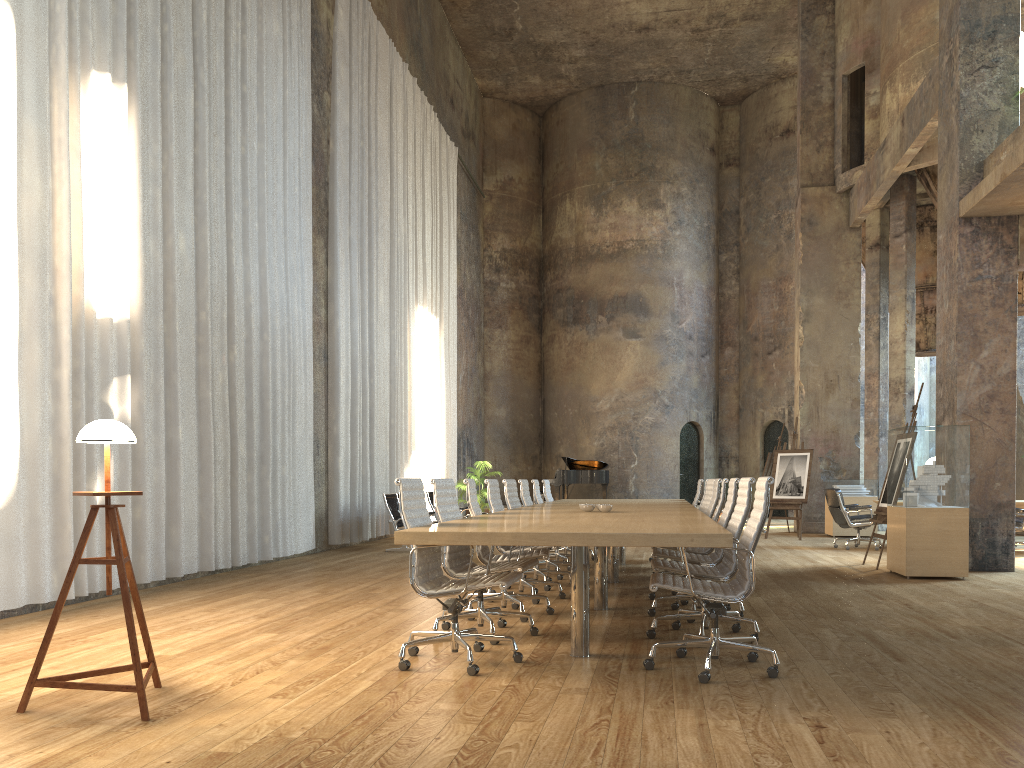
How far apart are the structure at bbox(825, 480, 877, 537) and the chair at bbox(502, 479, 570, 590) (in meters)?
8.51

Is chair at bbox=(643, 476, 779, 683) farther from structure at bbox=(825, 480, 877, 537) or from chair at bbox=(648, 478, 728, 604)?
structure at bbox=(825, 480, 877, 537)

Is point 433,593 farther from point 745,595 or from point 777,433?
point 777,433

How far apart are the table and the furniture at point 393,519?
3.4m

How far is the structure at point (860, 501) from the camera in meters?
15.1 m

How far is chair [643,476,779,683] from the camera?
4.30m

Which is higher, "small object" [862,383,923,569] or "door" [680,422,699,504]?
"door" [680,422,699,504]

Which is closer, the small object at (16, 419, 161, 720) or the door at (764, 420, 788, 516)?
the small object at (16, 419, 161, 720)

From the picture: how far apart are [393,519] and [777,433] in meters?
14.4

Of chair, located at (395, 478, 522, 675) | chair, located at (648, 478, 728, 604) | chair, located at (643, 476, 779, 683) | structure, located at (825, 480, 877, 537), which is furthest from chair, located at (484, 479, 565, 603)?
structure, located at (825, 480, 877, 537)
